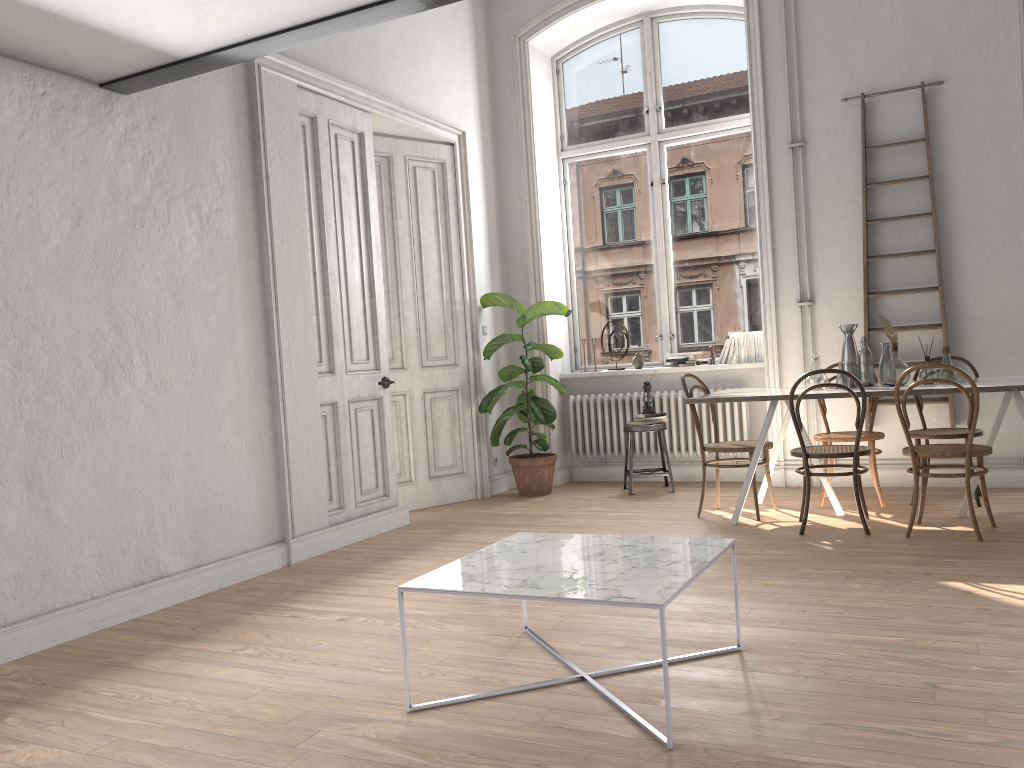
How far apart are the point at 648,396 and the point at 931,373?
2.2m

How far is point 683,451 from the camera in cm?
711

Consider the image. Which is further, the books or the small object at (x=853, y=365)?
the books

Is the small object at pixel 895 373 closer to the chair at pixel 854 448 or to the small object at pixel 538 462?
the chair at pixel 854 448

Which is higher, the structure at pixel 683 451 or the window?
the window

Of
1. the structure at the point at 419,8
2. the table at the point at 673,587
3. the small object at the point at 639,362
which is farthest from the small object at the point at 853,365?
the structure at the point at 419,8

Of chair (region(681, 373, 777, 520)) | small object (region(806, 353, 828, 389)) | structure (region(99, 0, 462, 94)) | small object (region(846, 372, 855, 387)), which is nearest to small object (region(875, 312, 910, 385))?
small object (region(846, 372, 855, 387))

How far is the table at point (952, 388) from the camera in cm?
463

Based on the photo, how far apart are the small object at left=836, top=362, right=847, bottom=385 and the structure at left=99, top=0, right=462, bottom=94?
3.35m

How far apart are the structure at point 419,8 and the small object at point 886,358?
3.4m
